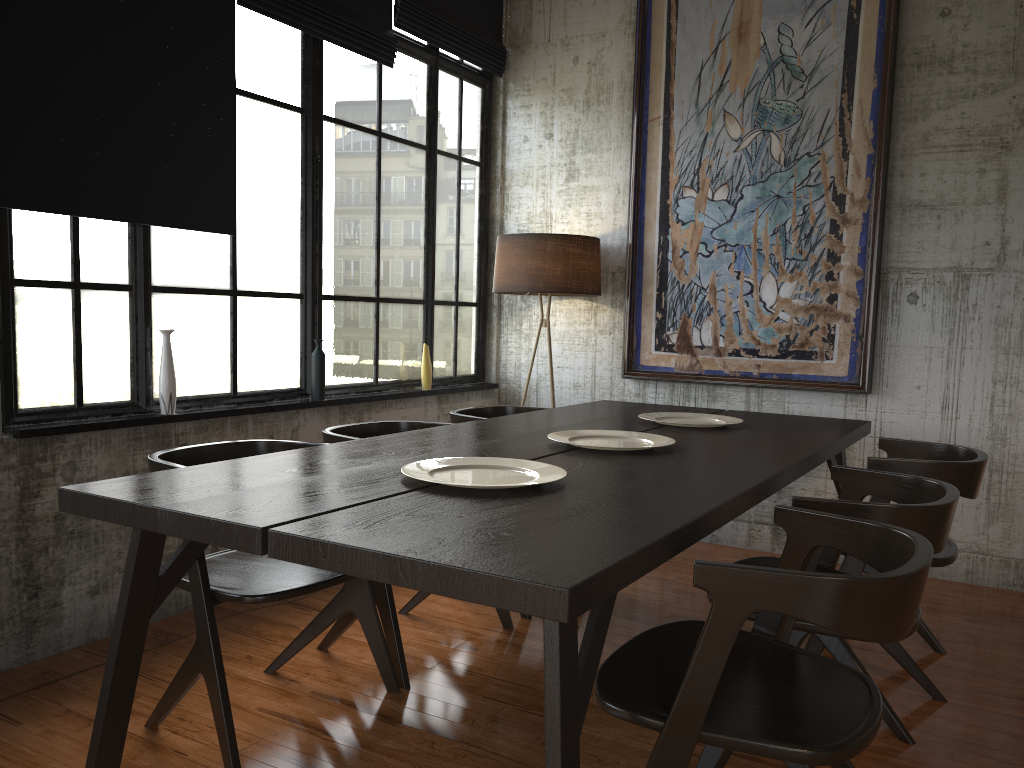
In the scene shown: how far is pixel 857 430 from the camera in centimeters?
448cm

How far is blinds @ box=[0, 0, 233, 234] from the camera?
3.6m

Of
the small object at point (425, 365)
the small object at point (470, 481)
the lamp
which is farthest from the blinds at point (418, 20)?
the small object at point (470, 481)

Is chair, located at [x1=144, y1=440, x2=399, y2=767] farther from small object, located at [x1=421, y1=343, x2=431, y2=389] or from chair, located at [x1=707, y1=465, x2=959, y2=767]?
small object, located at [x1=421, y1=343, x2=431, y2=389]

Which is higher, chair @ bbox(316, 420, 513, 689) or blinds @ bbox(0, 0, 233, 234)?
blinds @ bbox(0, 0, 233, 234)

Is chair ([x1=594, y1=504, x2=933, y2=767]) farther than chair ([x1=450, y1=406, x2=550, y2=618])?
No

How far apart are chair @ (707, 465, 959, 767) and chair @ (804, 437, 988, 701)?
0.2 meters

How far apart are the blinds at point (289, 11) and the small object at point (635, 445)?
2.8m

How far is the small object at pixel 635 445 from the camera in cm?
363

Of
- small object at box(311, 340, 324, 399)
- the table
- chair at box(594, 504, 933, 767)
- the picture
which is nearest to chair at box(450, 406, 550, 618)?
the table
